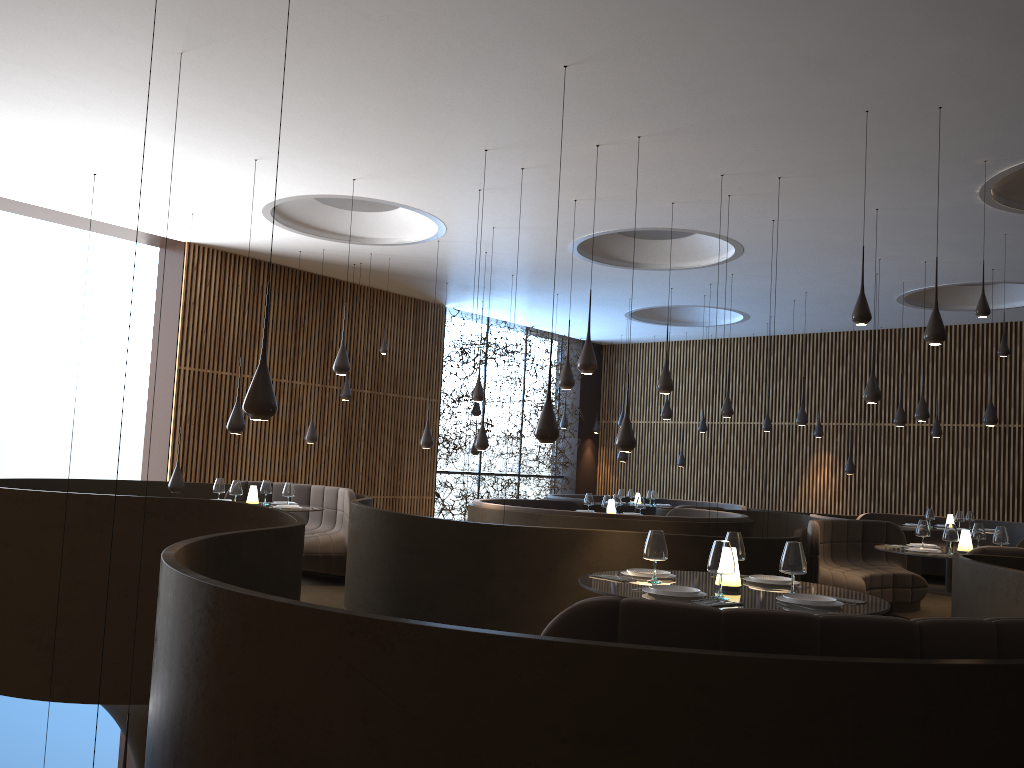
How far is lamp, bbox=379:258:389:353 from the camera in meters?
Answer: 13.7 m

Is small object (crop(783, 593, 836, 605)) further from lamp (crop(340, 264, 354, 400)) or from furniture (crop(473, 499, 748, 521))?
lamp (crop(340, 264, 354, 400))

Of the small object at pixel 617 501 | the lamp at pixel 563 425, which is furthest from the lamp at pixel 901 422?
the lamp at pixel 563 425

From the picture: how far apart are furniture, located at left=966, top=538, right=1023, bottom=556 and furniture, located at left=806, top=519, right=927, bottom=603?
1.3m

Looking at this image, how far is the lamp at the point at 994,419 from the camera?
12.33m

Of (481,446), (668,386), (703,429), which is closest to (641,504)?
(481,446)

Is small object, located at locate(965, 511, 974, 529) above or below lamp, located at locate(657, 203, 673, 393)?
below

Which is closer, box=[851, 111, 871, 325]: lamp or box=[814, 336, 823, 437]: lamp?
box=[851, 111, 871, 325]: lamp

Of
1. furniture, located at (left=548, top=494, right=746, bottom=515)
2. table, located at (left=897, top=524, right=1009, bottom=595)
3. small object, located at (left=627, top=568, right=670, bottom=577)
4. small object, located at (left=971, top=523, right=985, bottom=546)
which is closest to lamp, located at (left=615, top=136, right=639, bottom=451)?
small object, located at (left=627, top=568, right=670, bottom=577)

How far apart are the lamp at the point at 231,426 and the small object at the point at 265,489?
1.7 meters
